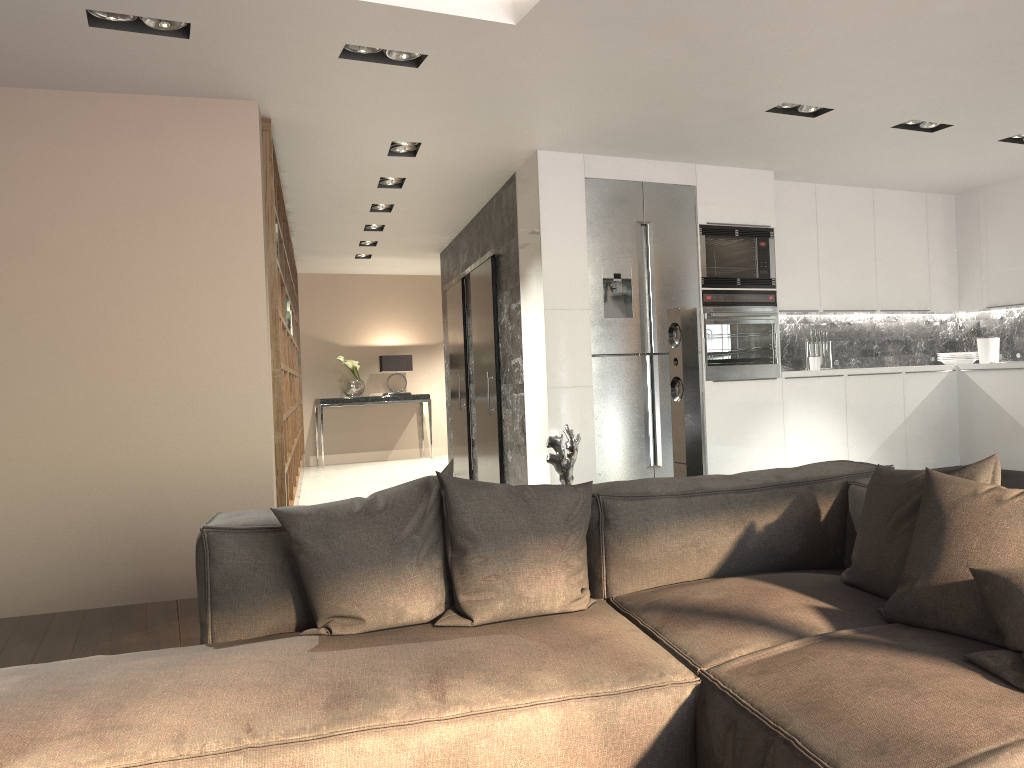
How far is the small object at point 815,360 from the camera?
6.8 meters

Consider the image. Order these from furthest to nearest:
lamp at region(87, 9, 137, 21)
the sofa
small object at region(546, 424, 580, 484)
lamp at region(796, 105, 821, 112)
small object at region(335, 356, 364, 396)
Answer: small object at region(335, 356, 364, 396) → lamp at region(796, 105, 821, 112) → lamp at region(87, 9, 137, 21) → small object at region(546, 424, 580, 484) → the sofa

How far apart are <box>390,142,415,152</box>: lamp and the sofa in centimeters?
359cm

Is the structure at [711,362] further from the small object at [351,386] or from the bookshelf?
the small object at [351,386]

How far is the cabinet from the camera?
5.76m

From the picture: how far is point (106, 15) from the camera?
3.6m

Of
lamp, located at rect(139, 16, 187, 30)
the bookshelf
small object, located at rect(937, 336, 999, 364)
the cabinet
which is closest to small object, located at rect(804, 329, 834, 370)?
the cabinet

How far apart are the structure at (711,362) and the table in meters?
6.2

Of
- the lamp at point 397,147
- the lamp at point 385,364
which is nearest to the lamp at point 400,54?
the lamp at point 397,147

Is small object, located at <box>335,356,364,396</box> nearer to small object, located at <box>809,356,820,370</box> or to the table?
the table
